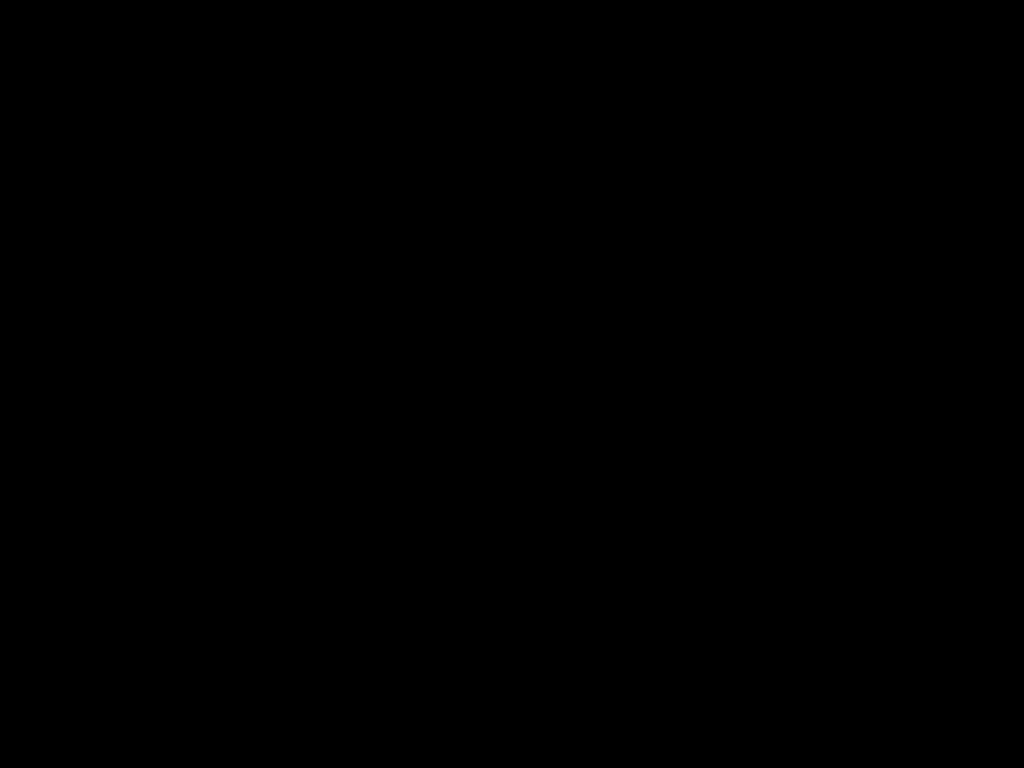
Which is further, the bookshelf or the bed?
the bookshelf

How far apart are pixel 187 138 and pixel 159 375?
0.6m

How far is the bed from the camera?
0.36m

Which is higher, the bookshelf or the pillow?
the pillow

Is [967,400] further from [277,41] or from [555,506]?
[277,41]

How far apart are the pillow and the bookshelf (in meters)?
0.04

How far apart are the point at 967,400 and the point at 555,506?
1.02m

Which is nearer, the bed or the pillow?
the bed

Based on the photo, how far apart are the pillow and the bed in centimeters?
2cm

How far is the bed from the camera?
0.36m
